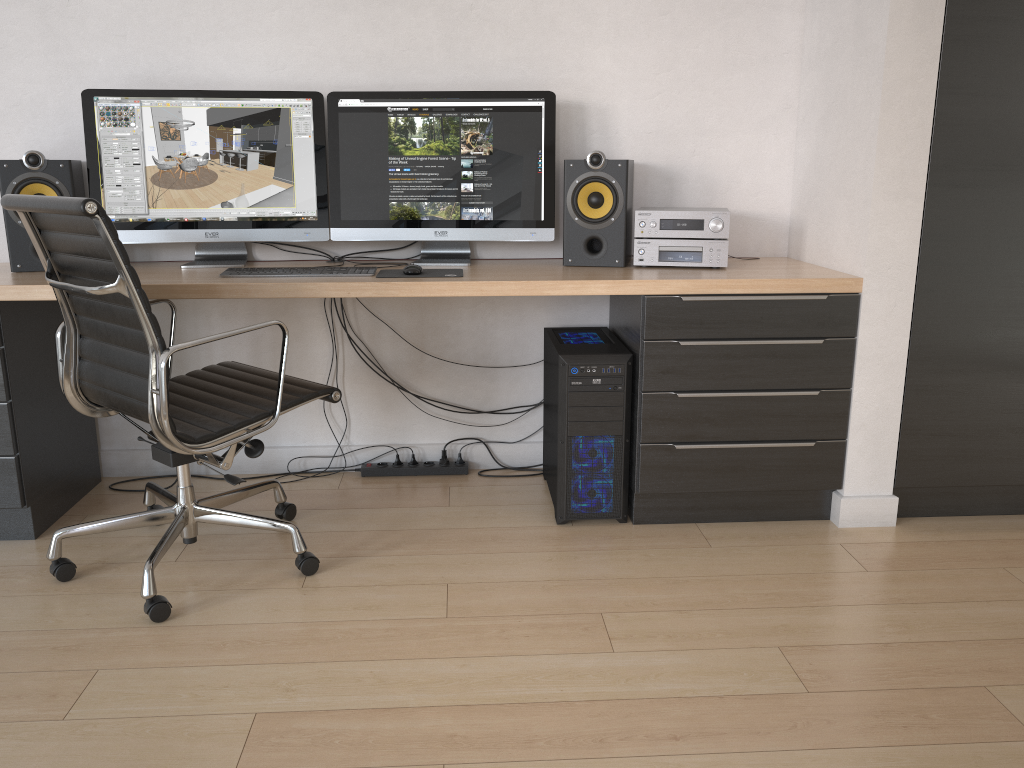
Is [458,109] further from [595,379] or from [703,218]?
[595,379]

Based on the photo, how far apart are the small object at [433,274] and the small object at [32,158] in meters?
1.0 m

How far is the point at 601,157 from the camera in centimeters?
270cm

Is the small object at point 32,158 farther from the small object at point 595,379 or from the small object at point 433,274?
the small object at point 595,379

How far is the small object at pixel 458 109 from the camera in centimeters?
277cm

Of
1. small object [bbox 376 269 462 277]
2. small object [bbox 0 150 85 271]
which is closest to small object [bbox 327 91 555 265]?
small object [bbox 376 269 462 277]

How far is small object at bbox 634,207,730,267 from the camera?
2.69m

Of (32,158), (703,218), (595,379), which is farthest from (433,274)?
(32,158)

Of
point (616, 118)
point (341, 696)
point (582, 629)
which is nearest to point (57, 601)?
point (341, 696)

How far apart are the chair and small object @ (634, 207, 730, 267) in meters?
1.0
